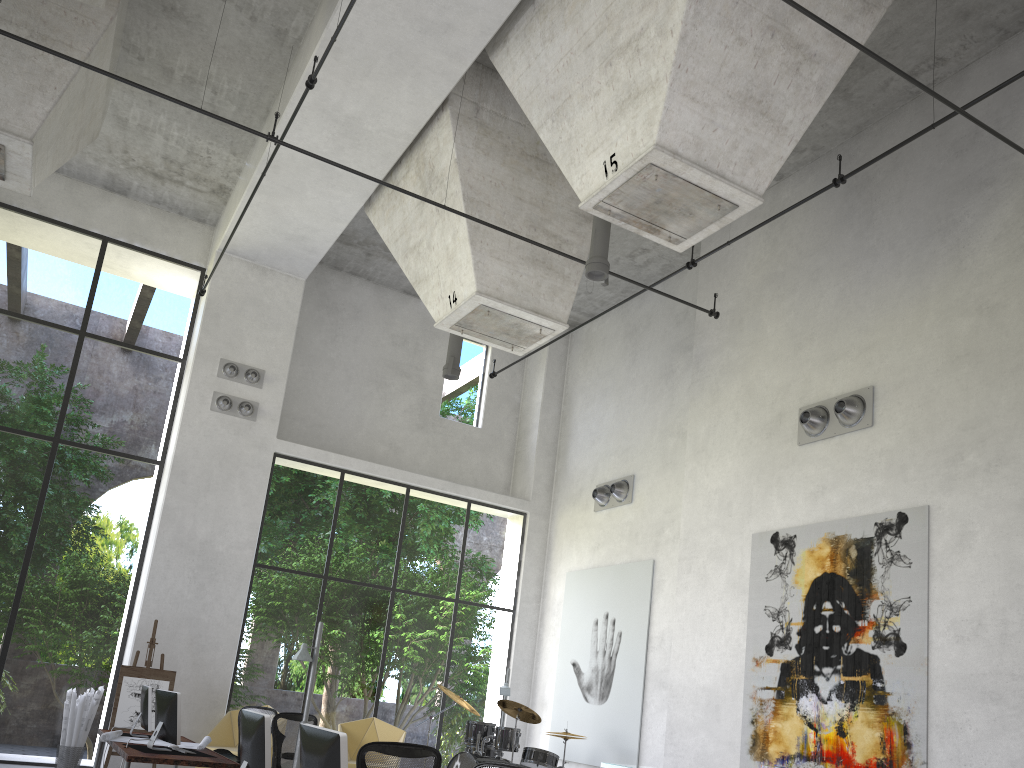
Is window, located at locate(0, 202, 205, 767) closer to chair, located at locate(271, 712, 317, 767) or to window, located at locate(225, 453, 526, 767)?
window, located at locate(225, 453, 526, 767)

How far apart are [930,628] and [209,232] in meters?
12.1

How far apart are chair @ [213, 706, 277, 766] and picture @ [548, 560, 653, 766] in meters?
4.8 m

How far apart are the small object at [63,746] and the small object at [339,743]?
8.51m

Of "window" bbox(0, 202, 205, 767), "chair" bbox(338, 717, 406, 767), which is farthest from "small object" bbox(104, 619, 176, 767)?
"chair" bbox(338, 717, 406, 767)

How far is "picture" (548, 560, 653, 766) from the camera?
12.2m

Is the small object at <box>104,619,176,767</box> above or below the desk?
above

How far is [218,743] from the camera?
11.61m

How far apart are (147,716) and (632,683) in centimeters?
630cm

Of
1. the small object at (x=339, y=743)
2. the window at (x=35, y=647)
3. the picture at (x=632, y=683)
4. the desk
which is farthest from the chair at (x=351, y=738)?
the small object at (x=339, y=743)
